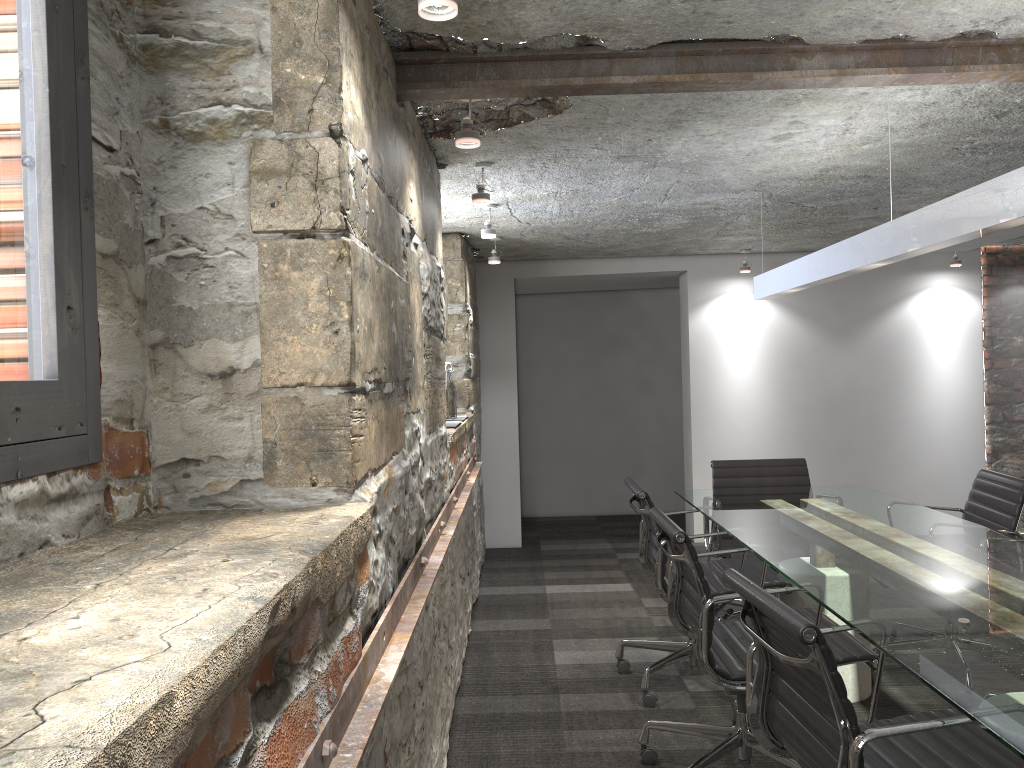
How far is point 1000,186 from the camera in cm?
211

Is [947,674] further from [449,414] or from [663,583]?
[449,414]

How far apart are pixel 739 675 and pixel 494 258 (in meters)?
3.40

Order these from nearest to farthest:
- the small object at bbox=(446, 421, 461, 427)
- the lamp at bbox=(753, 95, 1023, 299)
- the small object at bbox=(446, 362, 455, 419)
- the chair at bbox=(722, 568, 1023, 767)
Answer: the chair at bbox=(722, 568, 1023, 767), the lamp at bbox=(753, 95, 1023, 299), the small object at bbox=(446, 421, 461, 427), the small object at bbox=(446, 362, 455, 419)

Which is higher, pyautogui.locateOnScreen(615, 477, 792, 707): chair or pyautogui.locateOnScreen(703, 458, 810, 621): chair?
pyautogui.locateOnScreen(703, 458, 810, 621): chair

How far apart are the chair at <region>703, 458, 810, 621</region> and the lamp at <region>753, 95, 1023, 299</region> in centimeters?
84cm

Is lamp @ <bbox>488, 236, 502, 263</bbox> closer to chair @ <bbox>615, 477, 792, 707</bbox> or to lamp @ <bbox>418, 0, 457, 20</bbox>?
chair @ <bbox>615, 477, 792, 707</bbox>

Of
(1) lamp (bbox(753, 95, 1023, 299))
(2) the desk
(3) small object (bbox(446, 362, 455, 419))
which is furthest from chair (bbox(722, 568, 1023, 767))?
(3) small object (bbox(446, 362, 455, 419))

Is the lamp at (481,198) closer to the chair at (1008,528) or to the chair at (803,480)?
the chair at (803,480)

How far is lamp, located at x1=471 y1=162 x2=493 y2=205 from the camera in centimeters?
351cm
